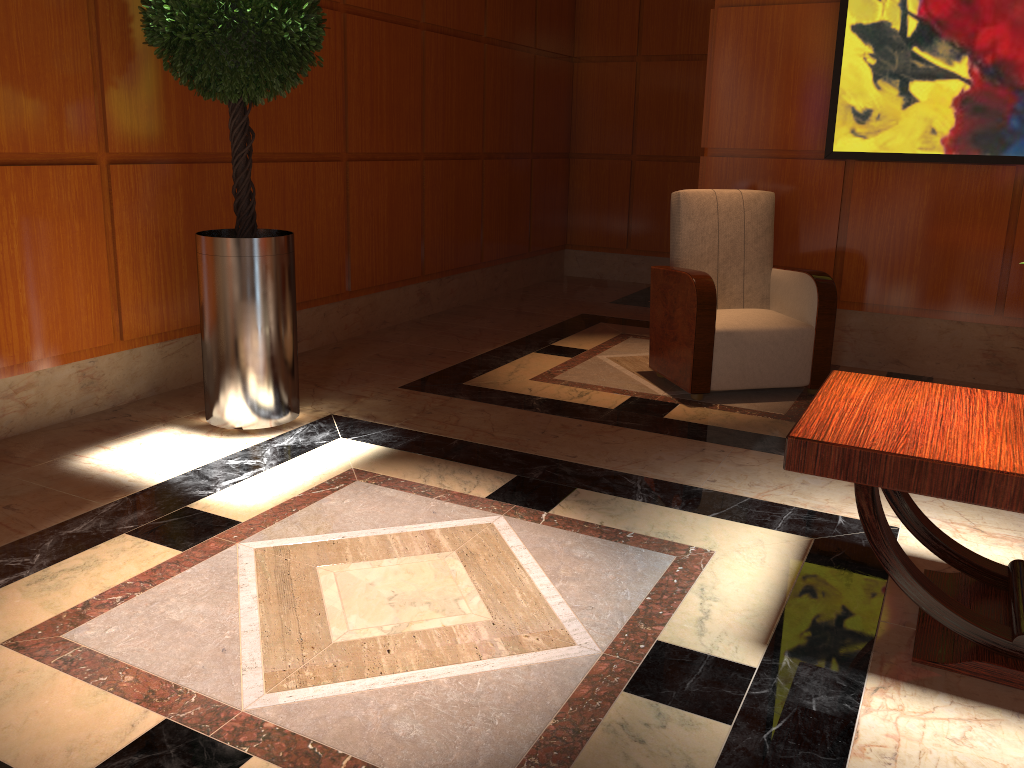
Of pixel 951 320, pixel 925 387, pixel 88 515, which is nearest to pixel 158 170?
pixel 88 515

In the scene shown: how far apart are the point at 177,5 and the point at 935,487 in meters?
2.9

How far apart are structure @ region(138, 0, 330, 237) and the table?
2.2m

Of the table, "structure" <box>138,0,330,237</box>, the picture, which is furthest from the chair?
"structure" <box>138,0,330,237</box>

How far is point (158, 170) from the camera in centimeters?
387cm

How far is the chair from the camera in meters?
4.1

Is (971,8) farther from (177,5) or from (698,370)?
(177,5)

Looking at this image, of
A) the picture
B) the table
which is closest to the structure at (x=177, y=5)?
the table

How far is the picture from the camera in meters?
4.2

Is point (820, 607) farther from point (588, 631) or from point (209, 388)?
point (209, 388)
